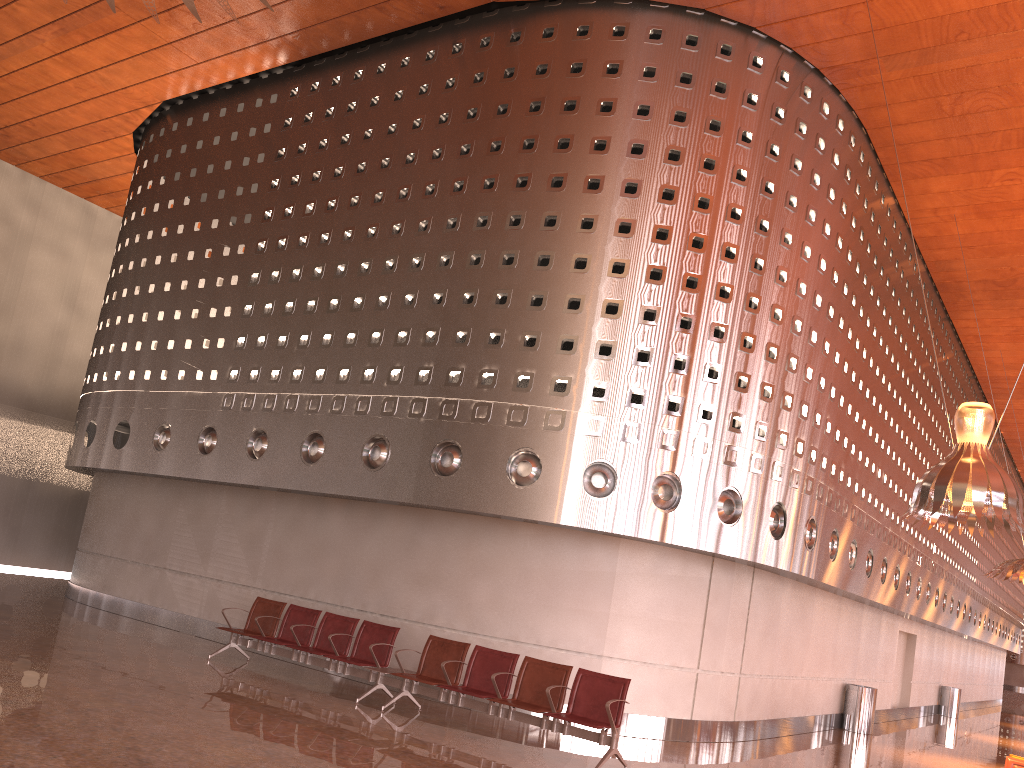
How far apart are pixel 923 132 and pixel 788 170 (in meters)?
2.94
